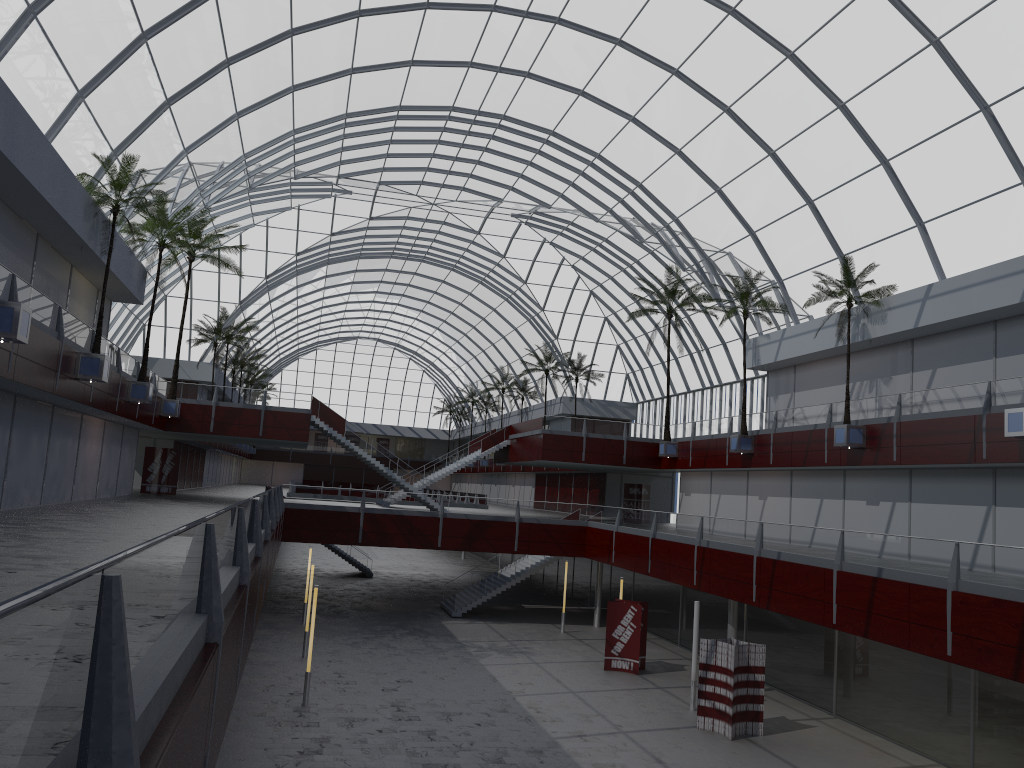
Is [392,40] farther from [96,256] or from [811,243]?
[811,243]

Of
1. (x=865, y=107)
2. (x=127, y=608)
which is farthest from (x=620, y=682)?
(x=127, y=608)

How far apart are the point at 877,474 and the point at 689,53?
21.92m
